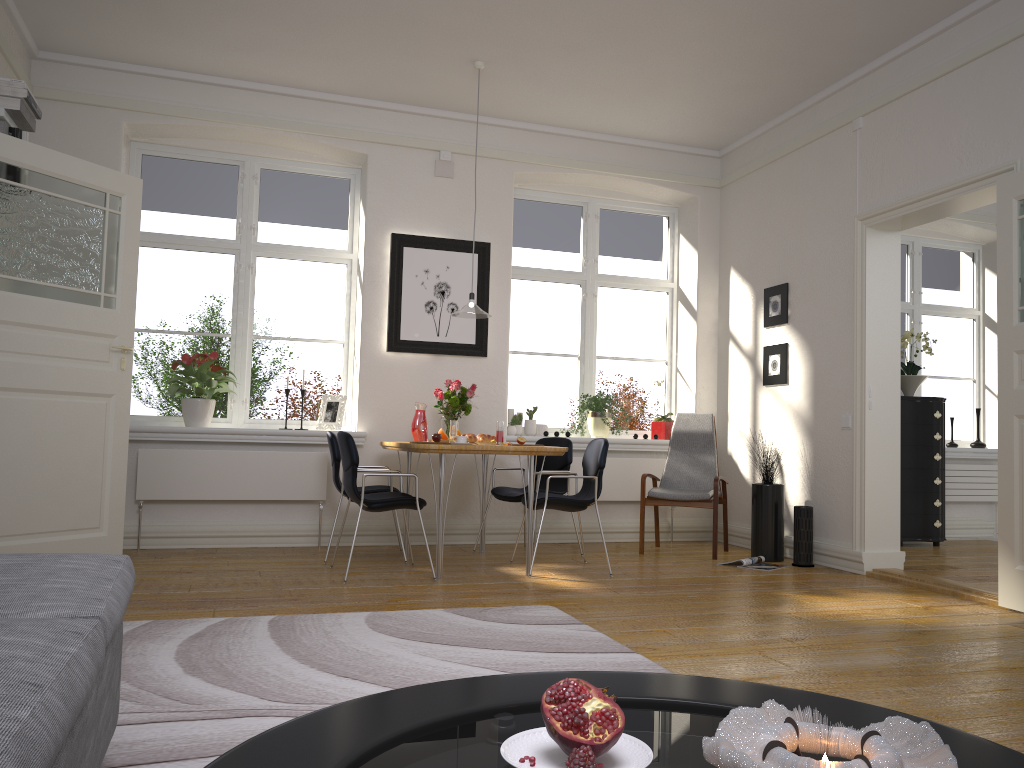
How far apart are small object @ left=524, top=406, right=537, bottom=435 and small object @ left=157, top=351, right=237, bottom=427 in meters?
2.3

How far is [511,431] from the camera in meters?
6.7

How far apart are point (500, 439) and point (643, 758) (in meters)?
4.28

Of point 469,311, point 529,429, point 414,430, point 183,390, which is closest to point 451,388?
point 414,430

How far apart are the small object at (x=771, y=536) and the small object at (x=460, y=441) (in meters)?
2.20

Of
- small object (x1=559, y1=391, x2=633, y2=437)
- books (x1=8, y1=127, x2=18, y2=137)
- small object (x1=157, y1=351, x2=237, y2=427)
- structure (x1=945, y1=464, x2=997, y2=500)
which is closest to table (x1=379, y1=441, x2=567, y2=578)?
small object (x1=157, y1=351, x2=237, y2=427)

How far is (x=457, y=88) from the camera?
6.19m

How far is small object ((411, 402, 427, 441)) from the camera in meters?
5.9

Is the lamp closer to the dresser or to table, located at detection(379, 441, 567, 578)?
table, located at detection(379, 441, 567, 578)

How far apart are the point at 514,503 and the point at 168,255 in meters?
3.1 m
